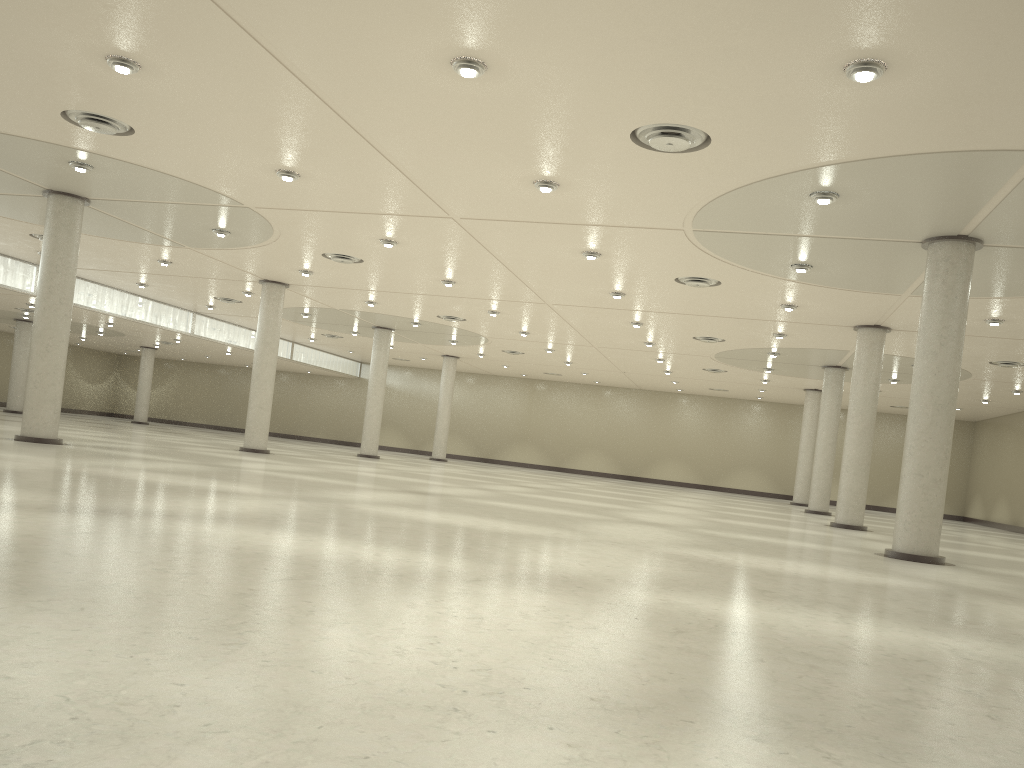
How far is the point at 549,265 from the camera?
49.21m
